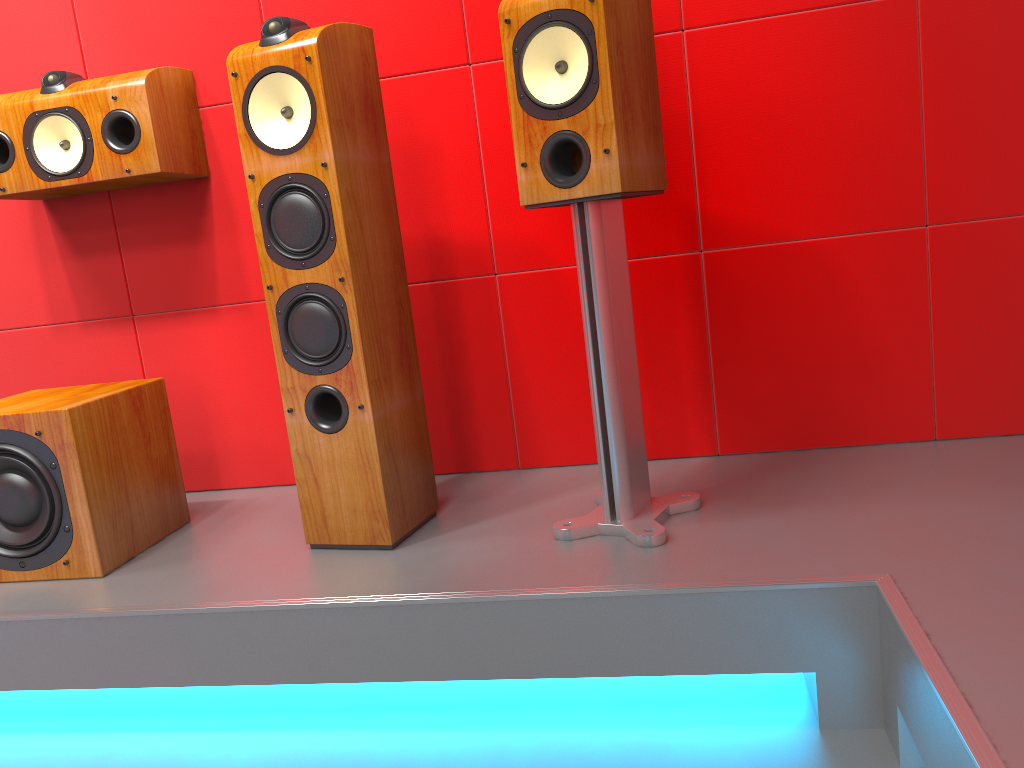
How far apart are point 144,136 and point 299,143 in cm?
59

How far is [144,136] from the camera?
2.0 meters

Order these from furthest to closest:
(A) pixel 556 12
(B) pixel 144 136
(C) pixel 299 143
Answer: (B) pixel 144 136
(C) pixel 299 143
(A) pixel 556 12

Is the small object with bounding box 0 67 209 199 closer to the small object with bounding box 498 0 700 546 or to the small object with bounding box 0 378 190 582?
the small object with bounding box 0 378 190 582

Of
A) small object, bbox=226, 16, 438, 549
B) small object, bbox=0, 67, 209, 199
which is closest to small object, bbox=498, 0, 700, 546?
small object, bbox=226, 16, 438, 549

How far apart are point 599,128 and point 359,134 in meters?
0.5

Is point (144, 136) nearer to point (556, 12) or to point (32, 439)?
point (32, 439)

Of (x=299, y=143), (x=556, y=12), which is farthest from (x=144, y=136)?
(x=556, y=12)

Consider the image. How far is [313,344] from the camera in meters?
1.7

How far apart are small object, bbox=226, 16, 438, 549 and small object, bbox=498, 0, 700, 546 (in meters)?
0.33
